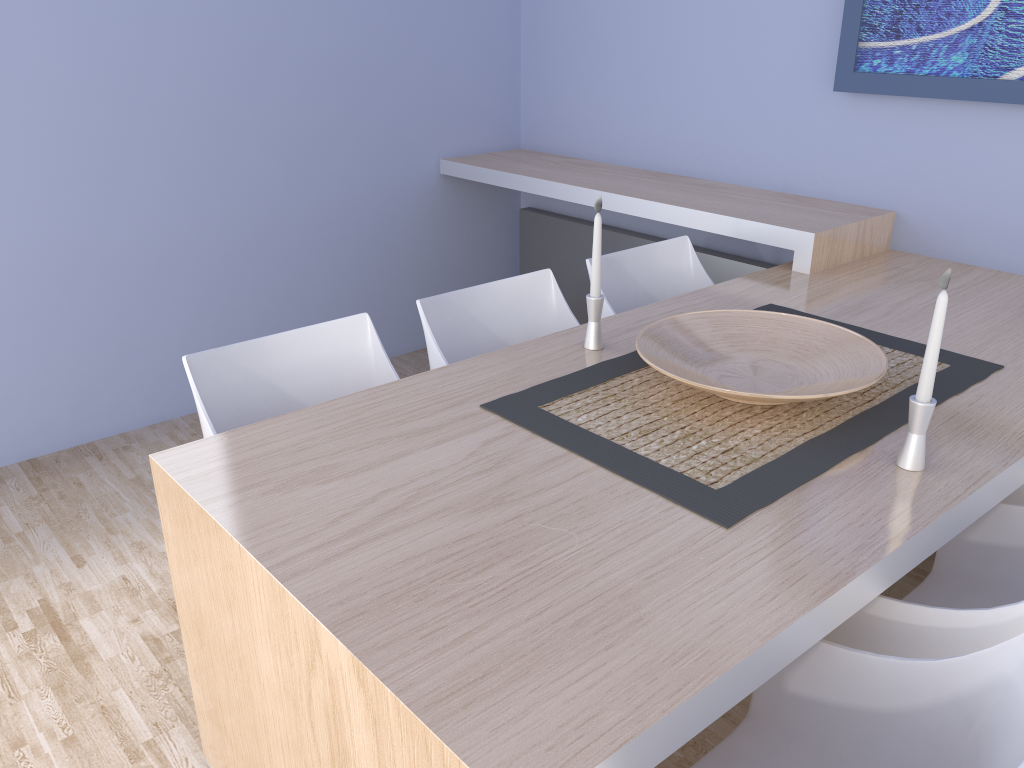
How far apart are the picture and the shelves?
0.4m

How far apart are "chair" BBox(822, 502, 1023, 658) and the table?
0.1 meters

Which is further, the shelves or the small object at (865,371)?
the shelves

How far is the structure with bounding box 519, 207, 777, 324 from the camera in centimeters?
331cm

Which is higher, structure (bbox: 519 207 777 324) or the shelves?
the shelves

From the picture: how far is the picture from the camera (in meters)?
2.40

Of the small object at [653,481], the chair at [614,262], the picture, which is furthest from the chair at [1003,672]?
the picture

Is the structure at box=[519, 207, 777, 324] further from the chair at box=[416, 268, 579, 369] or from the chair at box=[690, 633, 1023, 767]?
the chair at box=[690, 633, 1023, 767]

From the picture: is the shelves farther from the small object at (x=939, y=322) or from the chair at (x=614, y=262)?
the small object at (x=939, y=322)

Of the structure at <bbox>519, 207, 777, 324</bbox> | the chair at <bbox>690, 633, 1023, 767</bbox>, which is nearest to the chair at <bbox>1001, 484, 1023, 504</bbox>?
the chair at <bbox>690, 633, 1023, 767</bbox>
